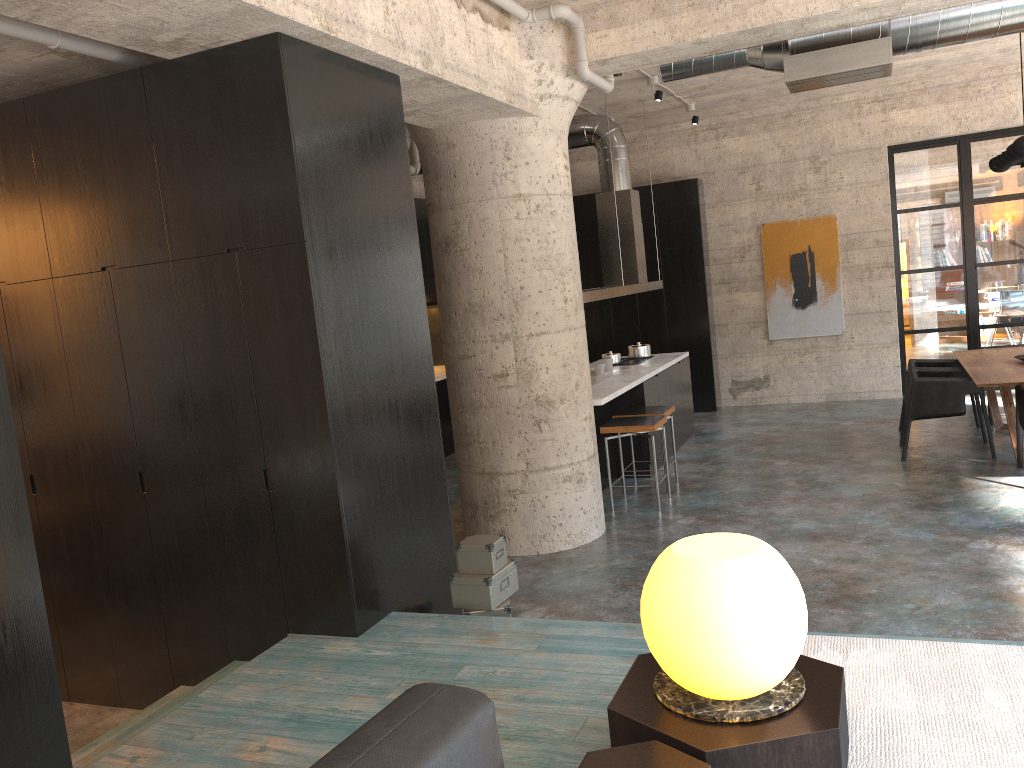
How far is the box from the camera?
4.02m

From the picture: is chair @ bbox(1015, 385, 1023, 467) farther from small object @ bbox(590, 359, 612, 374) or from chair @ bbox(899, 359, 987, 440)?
small object @ bbox(590, 359, 612, 374)

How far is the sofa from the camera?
1.5 meters

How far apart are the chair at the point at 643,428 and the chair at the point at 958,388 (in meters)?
2.29

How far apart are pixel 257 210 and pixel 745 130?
9.0m

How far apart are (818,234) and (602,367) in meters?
4.3 m

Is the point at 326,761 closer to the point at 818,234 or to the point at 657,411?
the point at 657,411

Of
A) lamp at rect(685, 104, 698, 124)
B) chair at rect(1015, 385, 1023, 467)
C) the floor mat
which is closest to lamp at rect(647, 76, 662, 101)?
lamp at rect(685, 104, 698, 124)

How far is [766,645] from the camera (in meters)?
2.31

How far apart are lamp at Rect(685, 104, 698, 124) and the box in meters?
7.6
